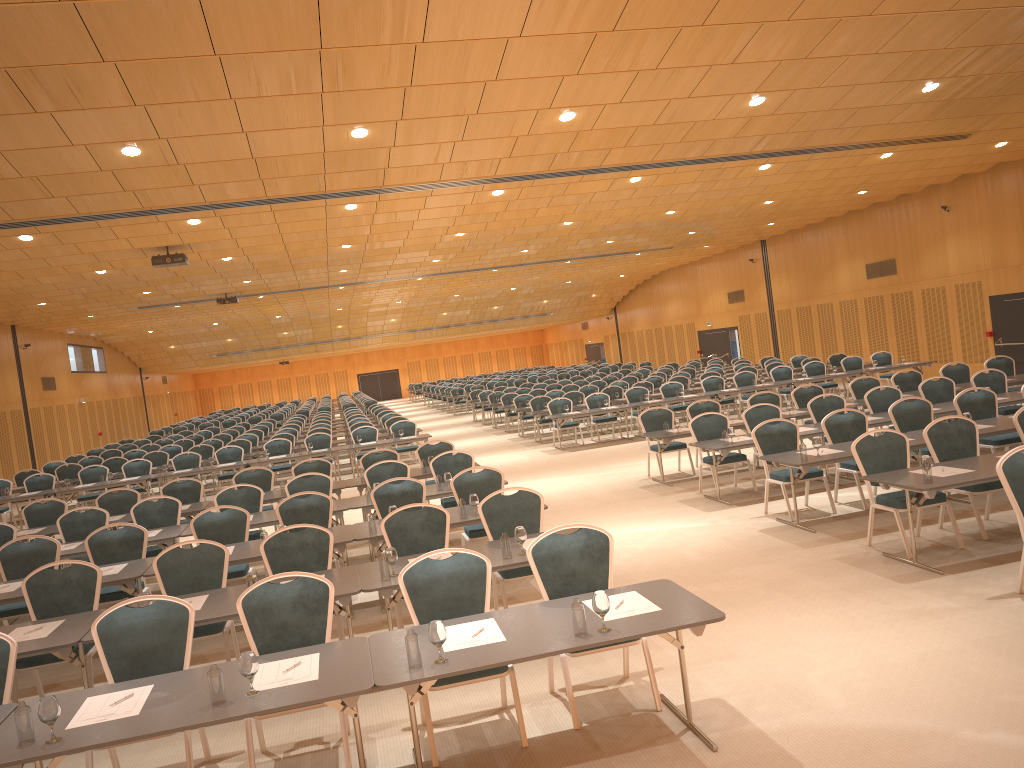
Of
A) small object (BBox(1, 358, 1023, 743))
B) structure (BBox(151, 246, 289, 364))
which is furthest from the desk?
structure (BBox(151, 246, 289, 364))

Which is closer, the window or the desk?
the desk

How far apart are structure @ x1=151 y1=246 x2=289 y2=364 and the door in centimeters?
1810cm

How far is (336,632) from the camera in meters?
8.1

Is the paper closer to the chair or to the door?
the chair

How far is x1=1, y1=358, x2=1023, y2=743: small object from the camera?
4.2 meters

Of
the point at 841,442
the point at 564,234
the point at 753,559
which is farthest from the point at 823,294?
the point at 753,559

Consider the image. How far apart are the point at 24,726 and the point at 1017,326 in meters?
21.7 m

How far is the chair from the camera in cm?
561

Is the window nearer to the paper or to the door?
the door
